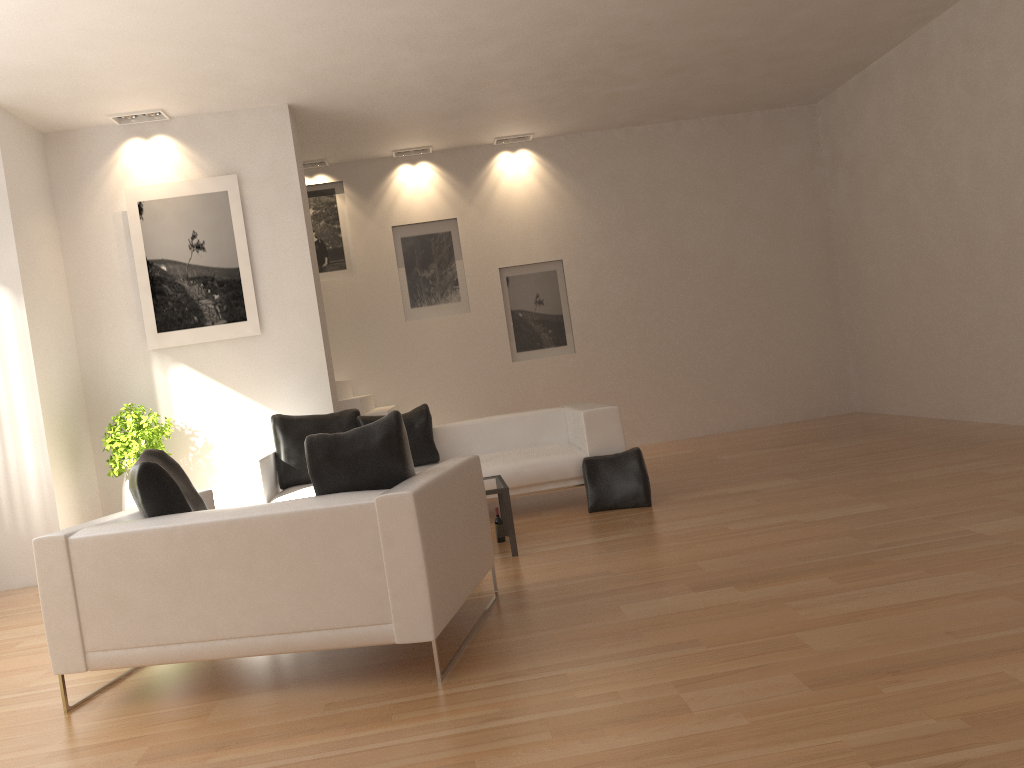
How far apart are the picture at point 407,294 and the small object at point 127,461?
3.5 meters

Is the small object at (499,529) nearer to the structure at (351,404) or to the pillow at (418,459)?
the pillow at (418,459)

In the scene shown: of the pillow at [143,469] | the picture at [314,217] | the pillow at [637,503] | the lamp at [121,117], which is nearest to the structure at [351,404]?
the picture at [314,217]

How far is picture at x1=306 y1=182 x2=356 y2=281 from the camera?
10.3m

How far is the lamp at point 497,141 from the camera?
10.34m

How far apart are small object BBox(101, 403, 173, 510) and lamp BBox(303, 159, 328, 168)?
3.9 meters

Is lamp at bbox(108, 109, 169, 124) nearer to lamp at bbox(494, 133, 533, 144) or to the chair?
lamp at bbox(494, 133, 533, 144)

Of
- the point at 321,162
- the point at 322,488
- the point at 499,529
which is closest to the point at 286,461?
the point at 499,529

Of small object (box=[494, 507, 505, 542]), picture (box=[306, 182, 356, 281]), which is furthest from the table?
picture (box=[306, 182, 356, 281])

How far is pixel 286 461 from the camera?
7.1m
